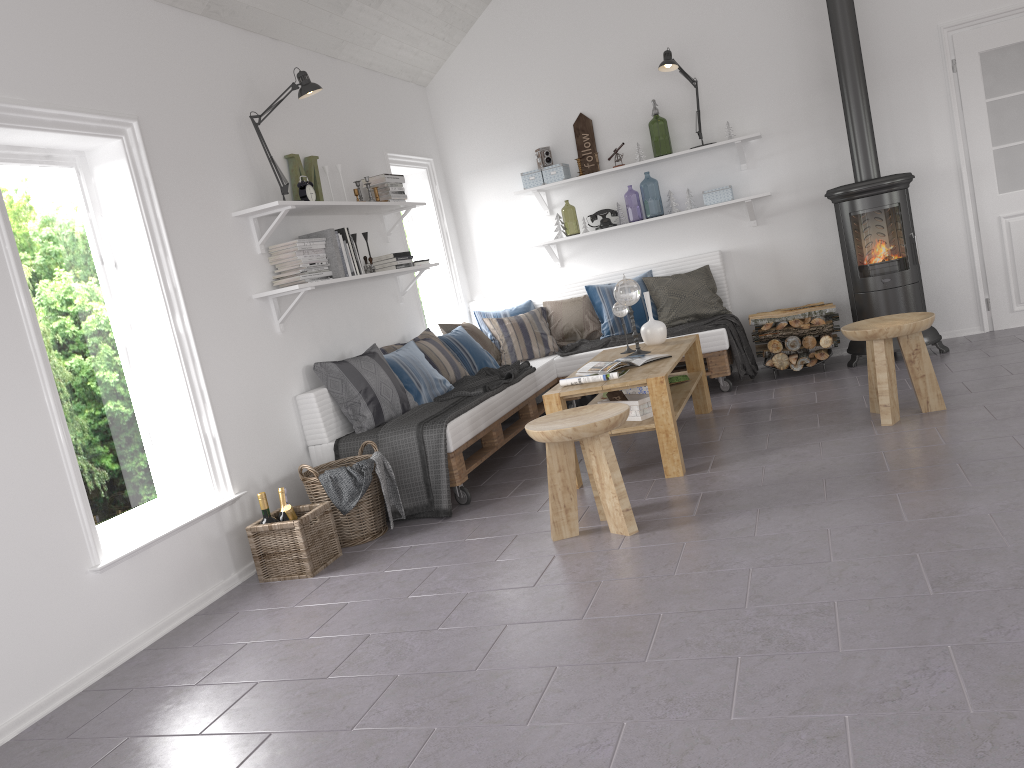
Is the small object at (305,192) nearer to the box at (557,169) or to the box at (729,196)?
the box at (557,169)

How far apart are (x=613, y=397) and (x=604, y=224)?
2.4 meters

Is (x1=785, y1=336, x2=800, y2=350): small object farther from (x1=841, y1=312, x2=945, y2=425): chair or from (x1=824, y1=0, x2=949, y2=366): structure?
(x1=841, y1=312, x2=945, y2=425): chair

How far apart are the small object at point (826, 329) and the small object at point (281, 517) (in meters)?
3.47

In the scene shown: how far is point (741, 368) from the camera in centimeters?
601cm

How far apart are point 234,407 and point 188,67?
1.6m

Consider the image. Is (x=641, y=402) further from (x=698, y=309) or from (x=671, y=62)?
(x=671, y=62)

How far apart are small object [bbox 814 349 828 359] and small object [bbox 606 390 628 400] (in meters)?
2.06

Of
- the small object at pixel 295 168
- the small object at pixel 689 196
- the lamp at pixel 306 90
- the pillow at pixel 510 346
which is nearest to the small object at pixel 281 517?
the lamp at pixel 306 90

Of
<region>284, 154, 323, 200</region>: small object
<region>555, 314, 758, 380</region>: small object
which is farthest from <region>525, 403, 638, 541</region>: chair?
<region>555, 314, 758, 380</region>: small object
